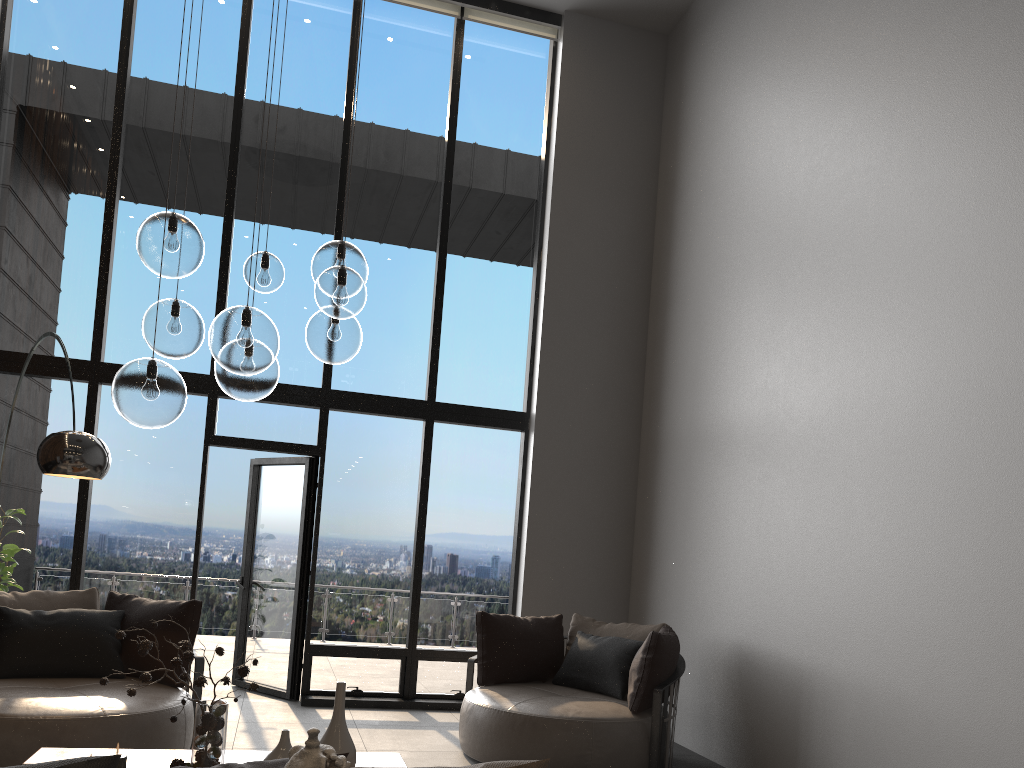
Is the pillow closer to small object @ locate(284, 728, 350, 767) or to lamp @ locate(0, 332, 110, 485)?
small object @ locate(284, 728, 350, 767)

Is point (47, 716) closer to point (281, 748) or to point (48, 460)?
point (48, 460)

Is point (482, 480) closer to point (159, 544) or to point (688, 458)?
point (688, 458)

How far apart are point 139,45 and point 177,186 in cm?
121

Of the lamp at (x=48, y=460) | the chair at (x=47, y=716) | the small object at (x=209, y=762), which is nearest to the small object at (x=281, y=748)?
the small object at (x=209, y=762)

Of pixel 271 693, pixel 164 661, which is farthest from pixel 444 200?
pixel 164 661

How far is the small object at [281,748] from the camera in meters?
3.0

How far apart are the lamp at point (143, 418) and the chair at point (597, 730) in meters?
2.4

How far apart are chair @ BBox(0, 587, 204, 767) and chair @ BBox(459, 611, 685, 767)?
1.5m

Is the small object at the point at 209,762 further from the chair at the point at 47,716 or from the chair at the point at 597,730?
the chair at the point at 597,730
